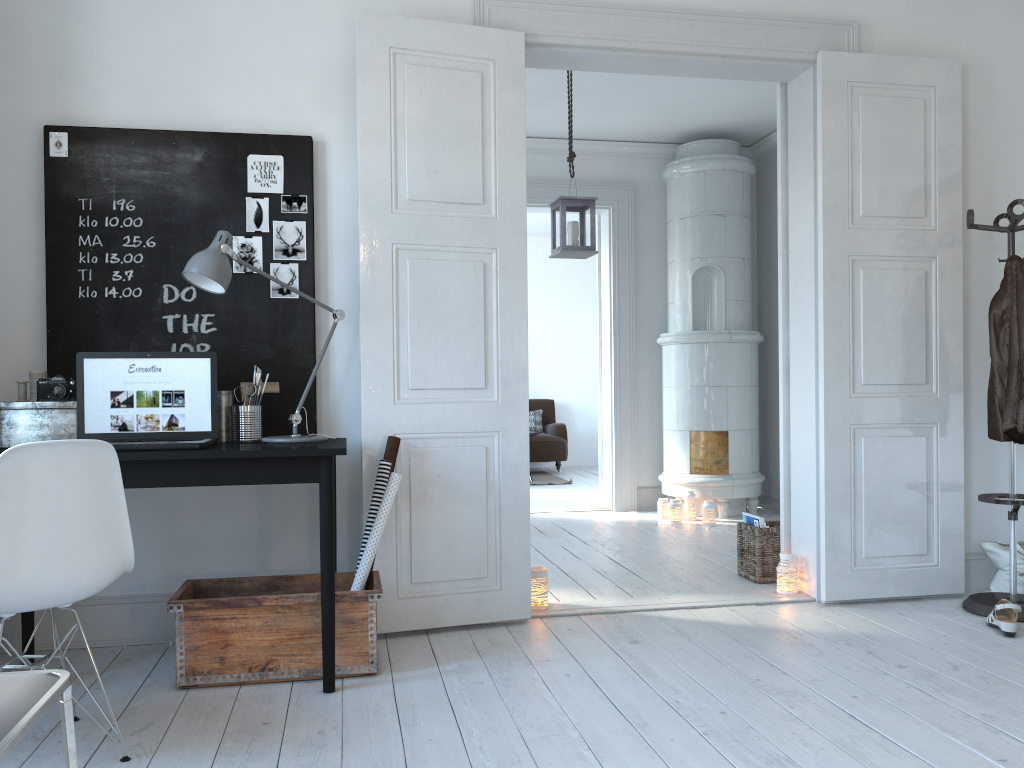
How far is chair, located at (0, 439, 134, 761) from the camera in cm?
204

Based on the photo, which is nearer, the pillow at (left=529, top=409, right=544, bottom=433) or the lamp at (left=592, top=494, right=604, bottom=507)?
the lamp at (left=592, top=494, right=604, bottom=507)

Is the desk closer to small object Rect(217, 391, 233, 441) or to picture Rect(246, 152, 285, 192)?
small object Rect(217, 391, 233, 441)

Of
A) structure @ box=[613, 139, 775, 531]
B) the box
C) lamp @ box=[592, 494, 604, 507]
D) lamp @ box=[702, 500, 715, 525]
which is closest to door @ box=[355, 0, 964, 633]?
the box

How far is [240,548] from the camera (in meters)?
3.38

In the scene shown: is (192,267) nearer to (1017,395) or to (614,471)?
(1017,395)

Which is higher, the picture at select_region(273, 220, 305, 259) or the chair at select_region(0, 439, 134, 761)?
the picture at select_region(273, 220, 305, 259)

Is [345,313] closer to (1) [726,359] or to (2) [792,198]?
(2) [792,198]

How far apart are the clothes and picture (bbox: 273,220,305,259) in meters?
2.7 m

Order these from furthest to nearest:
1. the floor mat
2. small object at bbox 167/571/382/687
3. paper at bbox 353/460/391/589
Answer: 1. the floor mat
2. paper at bbox 353/460/391/589
3. small object at bbox 167/571/382/687
